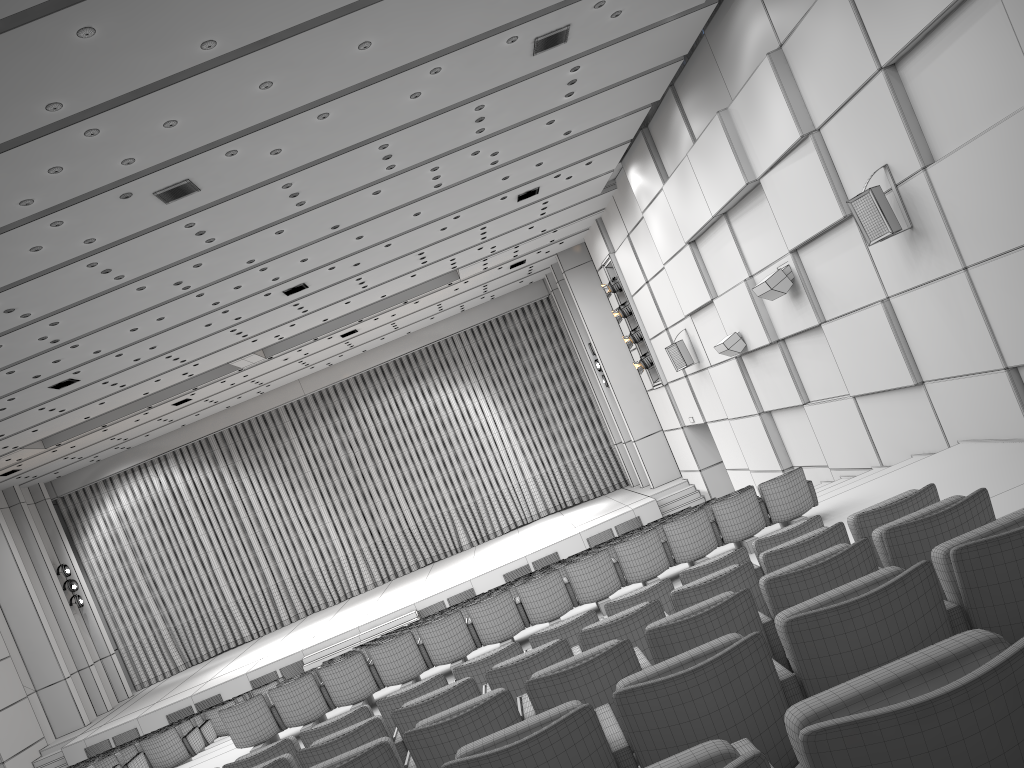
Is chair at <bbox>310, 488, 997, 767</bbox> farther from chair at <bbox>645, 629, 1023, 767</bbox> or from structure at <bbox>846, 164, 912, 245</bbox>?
structure at <bbox>846, 164, 912, 245</bbox>

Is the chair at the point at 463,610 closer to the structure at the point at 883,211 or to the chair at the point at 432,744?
the structure at the point at 883,211

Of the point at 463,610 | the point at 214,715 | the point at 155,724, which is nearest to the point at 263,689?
the point at 214,715

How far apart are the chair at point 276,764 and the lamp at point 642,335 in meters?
15.7

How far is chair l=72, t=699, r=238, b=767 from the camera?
13.1m

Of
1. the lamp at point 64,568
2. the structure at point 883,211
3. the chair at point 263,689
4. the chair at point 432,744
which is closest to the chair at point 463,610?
the structure at point 883,211

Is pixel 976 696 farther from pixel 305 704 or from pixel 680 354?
pixel 680 354

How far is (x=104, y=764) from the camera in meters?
9.9

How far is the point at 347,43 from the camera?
8.46m

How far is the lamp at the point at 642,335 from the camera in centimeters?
2068cm
